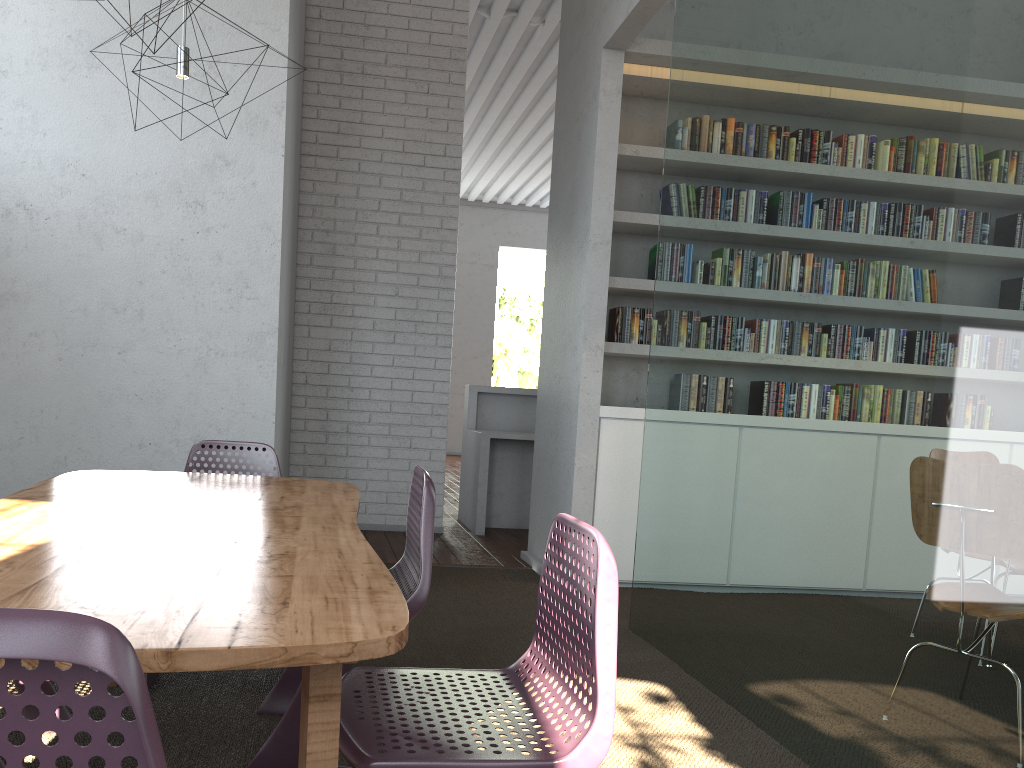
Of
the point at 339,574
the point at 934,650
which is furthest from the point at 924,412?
the point at 339,574
